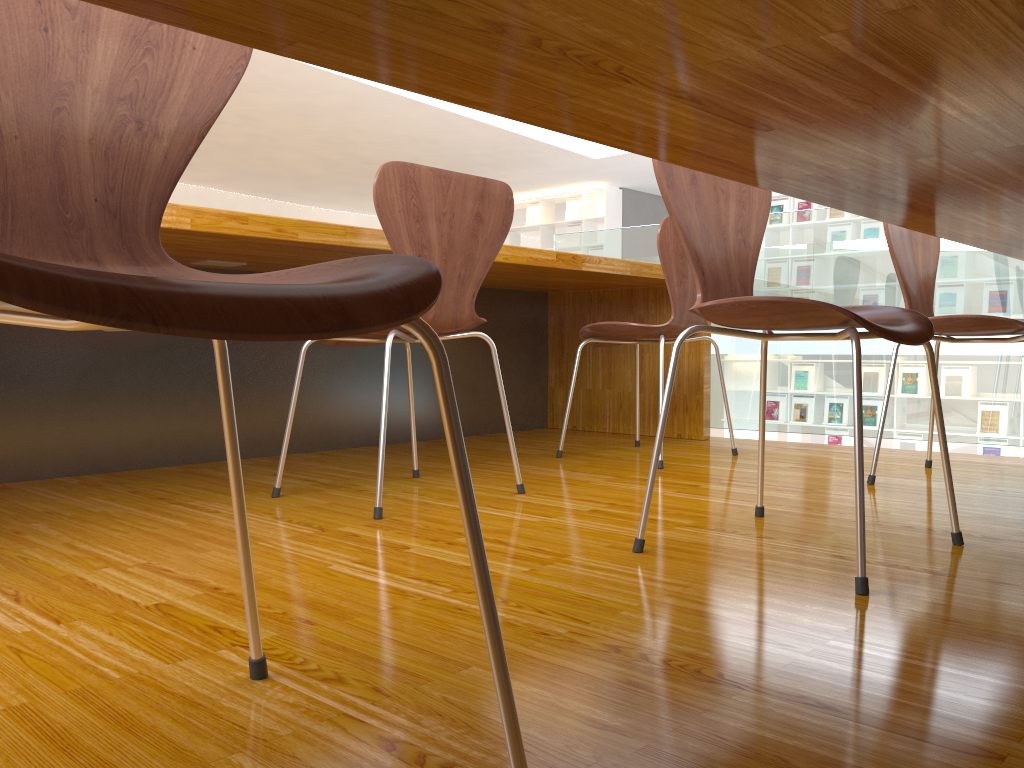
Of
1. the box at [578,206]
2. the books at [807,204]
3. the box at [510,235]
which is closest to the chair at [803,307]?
the books at [807,204]

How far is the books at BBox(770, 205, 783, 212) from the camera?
9.29m

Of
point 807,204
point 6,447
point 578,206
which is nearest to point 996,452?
point 807,204

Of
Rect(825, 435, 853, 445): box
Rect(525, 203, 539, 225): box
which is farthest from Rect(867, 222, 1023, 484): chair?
Rect(525, 203, 539, 225): box

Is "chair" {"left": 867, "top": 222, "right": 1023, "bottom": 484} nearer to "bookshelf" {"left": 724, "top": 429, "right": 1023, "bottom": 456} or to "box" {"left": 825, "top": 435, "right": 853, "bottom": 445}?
"box" {"left": 825, "top": 435, "right": 853, "bottom": 445}

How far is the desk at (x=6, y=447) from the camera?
2.2 meters

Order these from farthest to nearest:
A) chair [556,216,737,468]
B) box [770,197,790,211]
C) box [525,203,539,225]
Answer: box [525,203,539,225] < box [770,197,790,211] < chair [556,216,737,468]

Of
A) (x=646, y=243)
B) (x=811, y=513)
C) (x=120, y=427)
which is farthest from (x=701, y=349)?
(x=120, y=427)

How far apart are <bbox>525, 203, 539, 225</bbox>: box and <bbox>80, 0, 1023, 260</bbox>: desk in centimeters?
969cm

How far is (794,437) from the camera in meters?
9.4
